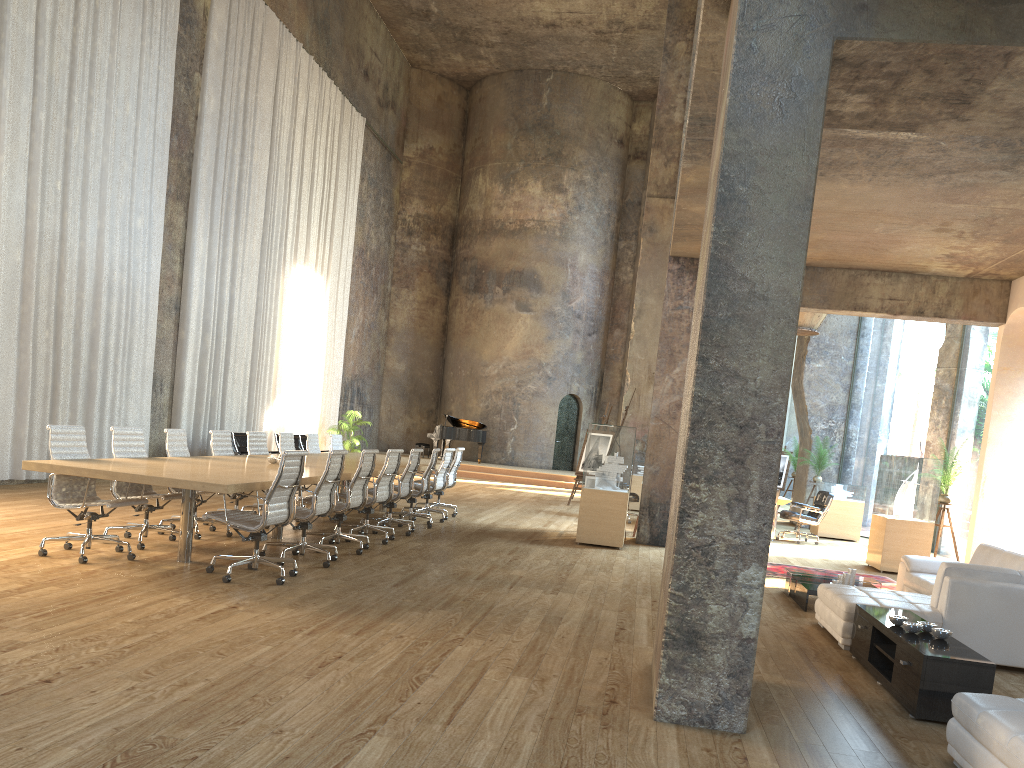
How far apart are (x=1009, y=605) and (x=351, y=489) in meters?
5.5

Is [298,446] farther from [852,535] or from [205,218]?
[852,535]

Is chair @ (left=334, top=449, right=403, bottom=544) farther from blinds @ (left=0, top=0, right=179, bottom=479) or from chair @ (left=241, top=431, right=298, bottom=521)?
blinds @ (left=0, top=0, right=179, bottom=479)

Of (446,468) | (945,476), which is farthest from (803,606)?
(446,468)

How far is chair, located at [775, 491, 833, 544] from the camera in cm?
1419

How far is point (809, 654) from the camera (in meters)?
6.01

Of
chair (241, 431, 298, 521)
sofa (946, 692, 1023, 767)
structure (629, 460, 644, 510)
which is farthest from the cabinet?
structure (629, 460, 644, 510)

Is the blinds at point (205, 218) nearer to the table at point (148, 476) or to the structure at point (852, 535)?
the table at point (148, 476)

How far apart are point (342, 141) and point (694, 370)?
18.9m

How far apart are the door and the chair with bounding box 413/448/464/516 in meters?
13.1
